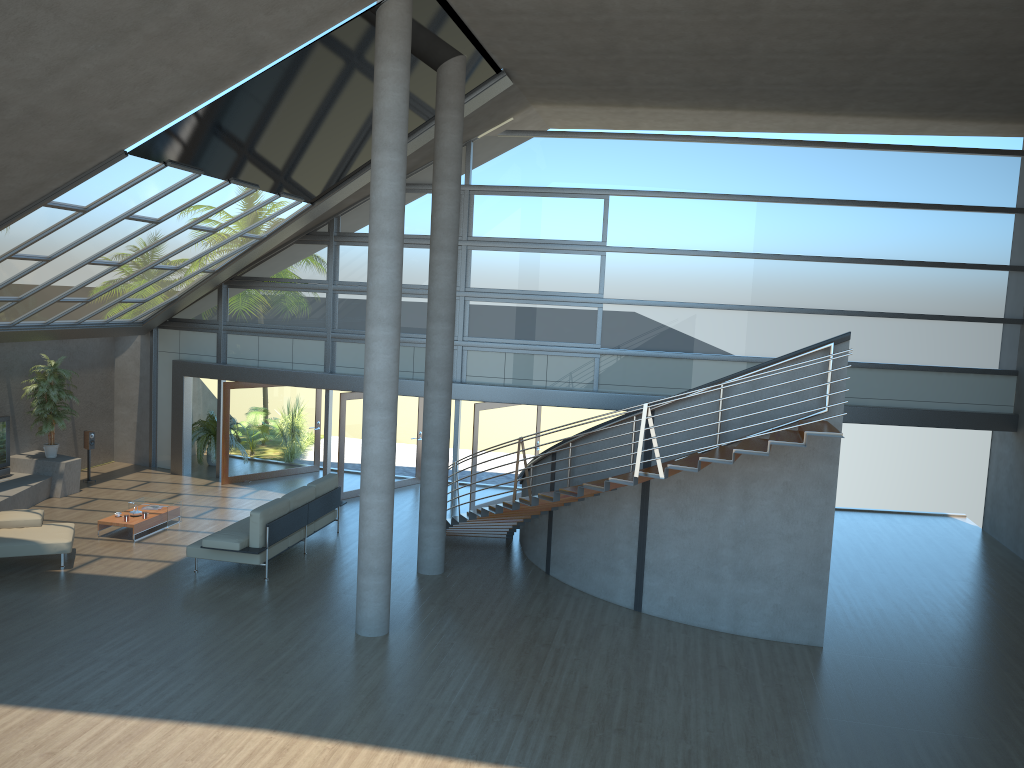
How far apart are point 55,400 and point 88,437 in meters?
1.3

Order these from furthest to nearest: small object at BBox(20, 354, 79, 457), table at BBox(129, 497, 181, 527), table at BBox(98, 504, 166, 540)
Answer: small object at BBox(20, 354, 79, 457) → table at BBox(129, 497, 181, 527) → table at BBox(98, 504, 166, 540)

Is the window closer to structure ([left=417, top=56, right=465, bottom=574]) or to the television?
the television

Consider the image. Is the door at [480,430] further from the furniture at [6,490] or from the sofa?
the furniture at [6,490]

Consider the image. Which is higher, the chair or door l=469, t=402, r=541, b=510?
door l=469, t=402, r=541, b=510

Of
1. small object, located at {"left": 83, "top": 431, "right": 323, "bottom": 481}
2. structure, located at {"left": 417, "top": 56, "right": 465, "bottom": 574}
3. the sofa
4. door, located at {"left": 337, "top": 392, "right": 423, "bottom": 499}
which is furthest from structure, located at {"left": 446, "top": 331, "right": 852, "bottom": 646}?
small object, located at {"left": 83, "top": 431, "right": 323, "bottom": 481}

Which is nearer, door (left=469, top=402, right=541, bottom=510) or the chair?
the chair

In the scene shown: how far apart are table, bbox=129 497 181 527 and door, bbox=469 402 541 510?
4.9 meters

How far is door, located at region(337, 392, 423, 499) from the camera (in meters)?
16.14

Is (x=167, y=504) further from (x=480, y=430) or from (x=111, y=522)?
(x=480, y=430)
